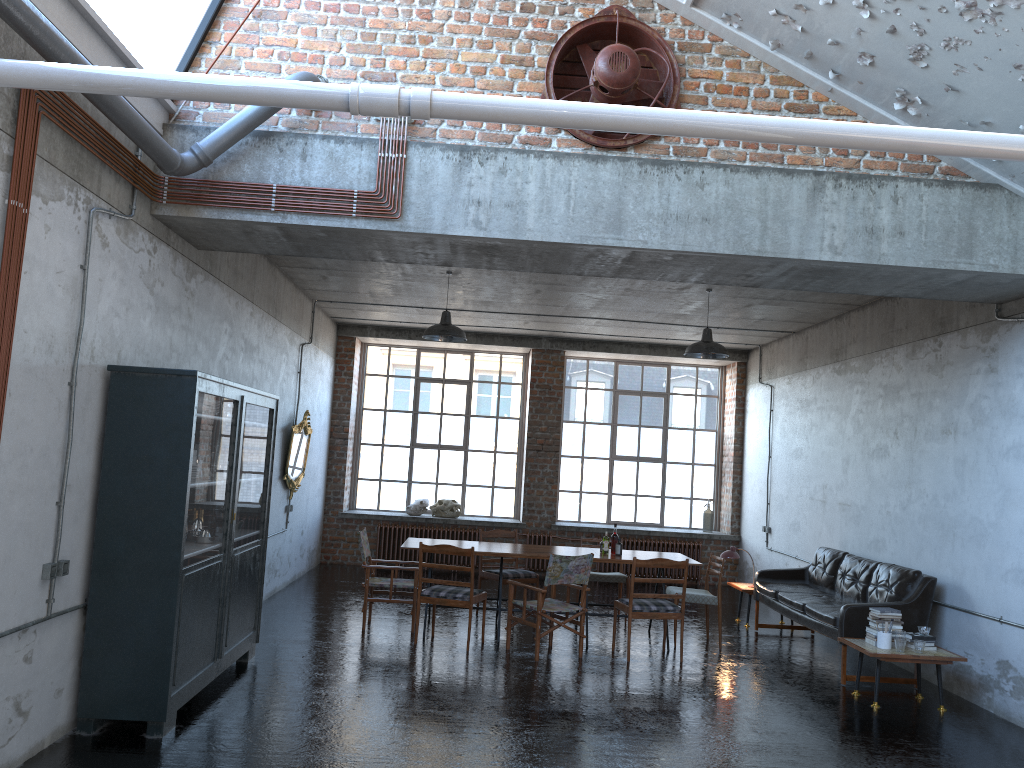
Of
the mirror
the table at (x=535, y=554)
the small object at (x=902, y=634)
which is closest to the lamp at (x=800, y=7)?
the small object at (x=902, y=634)

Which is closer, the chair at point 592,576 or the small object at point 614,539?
the small object at point 614,539

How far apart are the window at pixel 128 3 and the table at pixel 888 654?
6.97m

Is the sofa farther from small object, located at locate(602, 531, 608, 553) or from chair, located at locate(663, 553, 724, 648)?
small object, located at locate(602, 531, 608, 553)

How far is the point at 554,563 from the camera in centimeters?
826cm

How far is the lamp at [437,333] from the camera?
9.66m

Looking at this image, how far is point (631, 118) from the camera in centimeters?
317cm

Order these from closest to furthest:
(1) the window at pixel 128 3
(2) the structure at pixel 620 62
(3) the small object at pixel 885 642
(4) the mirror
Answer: (1) the window at pixel 128 3, (2) the structure at pixel 620 62, (3) the small object at pixel 885 642, (4) the mirror

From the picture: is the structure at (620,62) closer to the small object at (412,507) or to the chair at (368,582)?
the chair at (368,582)

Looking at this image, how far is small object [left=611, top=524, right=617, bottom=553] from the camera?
9.6 meters
